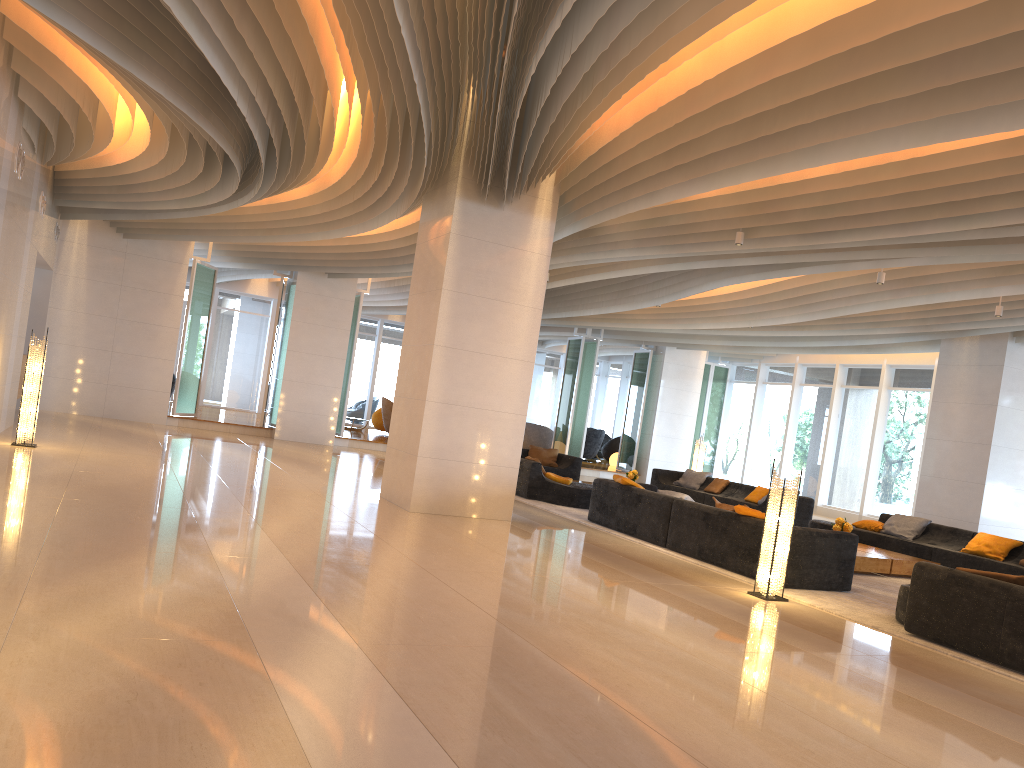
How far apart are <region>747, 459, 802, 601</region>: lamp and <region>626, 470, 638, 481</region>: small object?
8.0 meters

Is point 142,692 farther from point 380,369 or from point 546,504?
point 380,369

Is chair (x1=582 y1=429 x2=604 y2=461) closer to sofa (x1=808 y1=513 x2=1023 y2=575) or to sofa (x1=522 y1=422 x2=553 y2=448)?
sofa (x1=522 y1=422 x2=553 y2=448)

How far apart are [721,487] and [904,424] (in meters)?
4.81

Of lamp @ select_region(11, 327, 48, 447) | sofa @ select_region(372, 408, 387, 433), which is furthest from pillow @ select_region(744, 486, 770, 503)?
sofa @ select_region(372, 408, 387, 433)

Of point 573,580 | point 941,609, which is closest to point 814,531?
point 941,609

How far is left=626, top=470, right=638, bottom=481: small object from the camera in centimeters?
1573cm

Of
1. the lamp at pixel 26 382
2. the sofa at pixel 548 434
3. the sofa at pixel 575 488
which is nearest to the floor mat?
the sofa at pixel 575 488

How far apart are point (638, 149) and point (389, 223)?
7.13m

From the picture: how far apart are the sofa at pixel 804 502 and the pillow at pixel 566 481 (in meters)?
3.67
